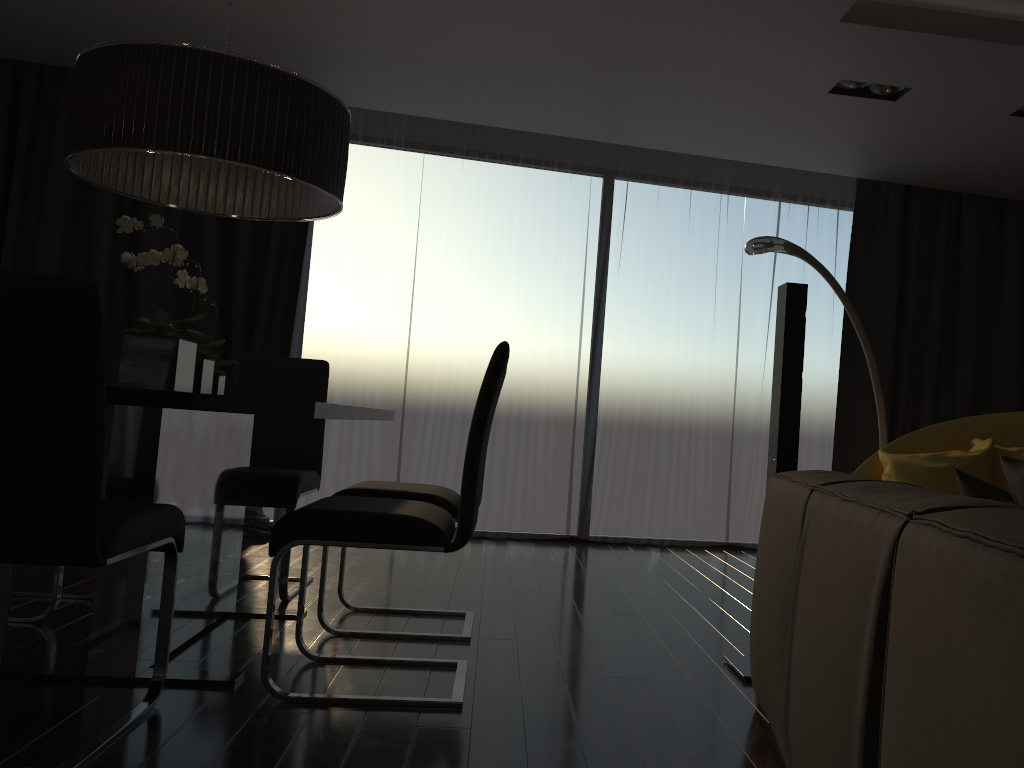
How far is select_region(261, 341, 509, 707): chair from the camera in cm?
231

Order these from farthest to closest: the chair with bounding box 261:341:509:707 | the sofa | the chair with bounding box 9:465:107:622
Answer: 1. the chair with bounding box 9:465:107:622
2. the chair with bounding box 261:341:509:707
3. the sofa

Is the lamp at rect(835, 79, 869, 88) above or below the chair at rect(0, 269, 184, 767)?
above

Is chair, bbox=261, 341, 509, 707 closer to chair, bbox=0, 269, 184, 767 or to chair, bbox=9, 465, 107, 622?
chair, bbox=0, 269, 184, 767

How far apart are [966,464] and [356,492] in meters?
2.8

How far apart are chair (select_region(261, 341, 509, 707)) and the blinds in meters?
2.5 m

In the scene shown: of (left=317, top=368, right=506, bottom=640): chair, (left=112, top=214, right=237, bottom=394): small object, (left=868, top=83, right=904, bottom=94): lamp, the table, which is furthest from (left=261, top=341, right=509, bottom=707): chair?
(left=868, top=83, right=904, bottom=94): lamp

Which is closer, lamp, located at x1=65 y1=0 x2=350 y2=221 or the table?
the table

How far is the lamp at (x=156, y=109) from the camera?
2.5m

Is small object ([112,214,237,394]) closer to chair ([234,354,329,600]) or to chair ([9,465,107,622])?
chair ([234,354,329,600])
